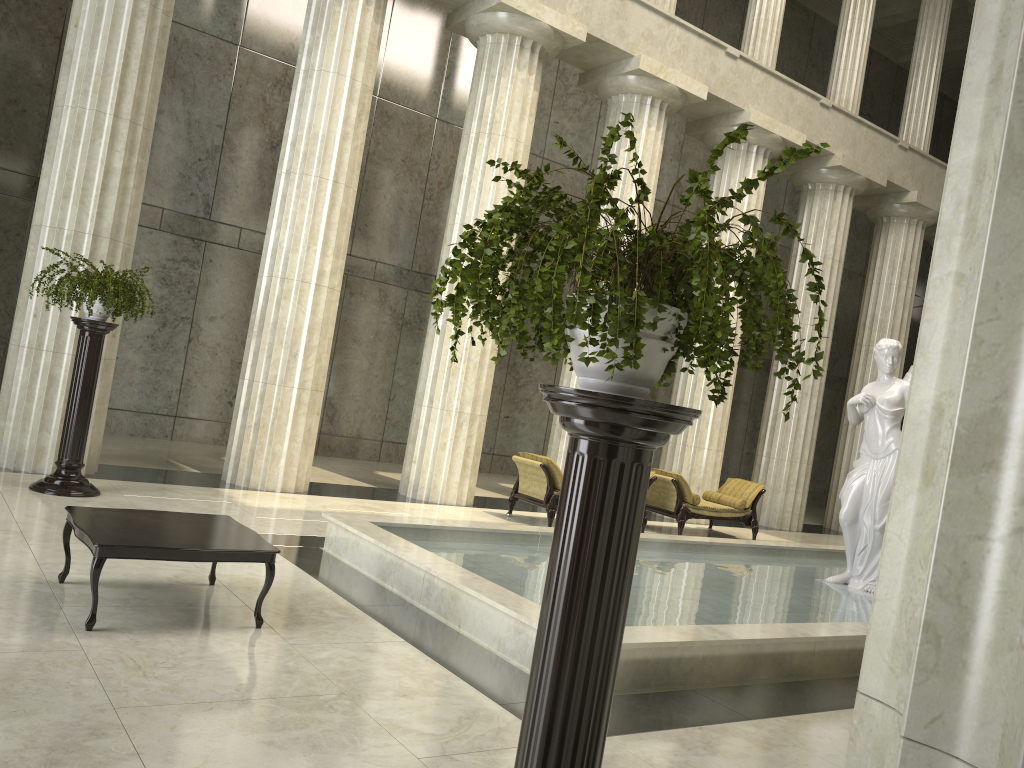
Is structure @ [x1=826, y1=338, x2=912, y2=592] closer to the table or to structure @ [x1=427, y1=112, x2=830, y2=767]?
the table

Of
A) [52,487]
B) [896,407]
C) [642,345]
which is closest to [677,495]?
[896,407]

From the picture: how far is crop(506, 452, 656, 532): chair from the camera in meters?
11.7

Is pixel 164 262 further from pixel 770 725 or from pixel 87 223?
pixel 770 725

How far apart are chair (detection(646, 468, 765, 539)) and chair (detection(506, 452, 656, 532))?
0.4m

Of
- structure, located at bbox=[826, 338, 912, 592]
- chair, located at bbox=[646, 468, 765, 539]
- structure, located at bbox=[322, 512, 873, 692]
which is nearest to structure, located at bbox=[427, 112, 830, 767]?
structure, located at bbox=[322, 512, 873, 692]

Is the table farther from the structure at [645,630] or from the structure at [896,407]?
the structure at [896,407]

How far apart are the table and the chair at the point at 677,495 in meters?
8.1 m

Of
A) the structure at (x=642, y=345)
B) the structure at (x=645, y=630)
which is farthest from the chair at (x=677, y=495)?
the structure at (x=642, y=345)

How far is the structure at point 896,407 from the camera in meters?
9.8 m
